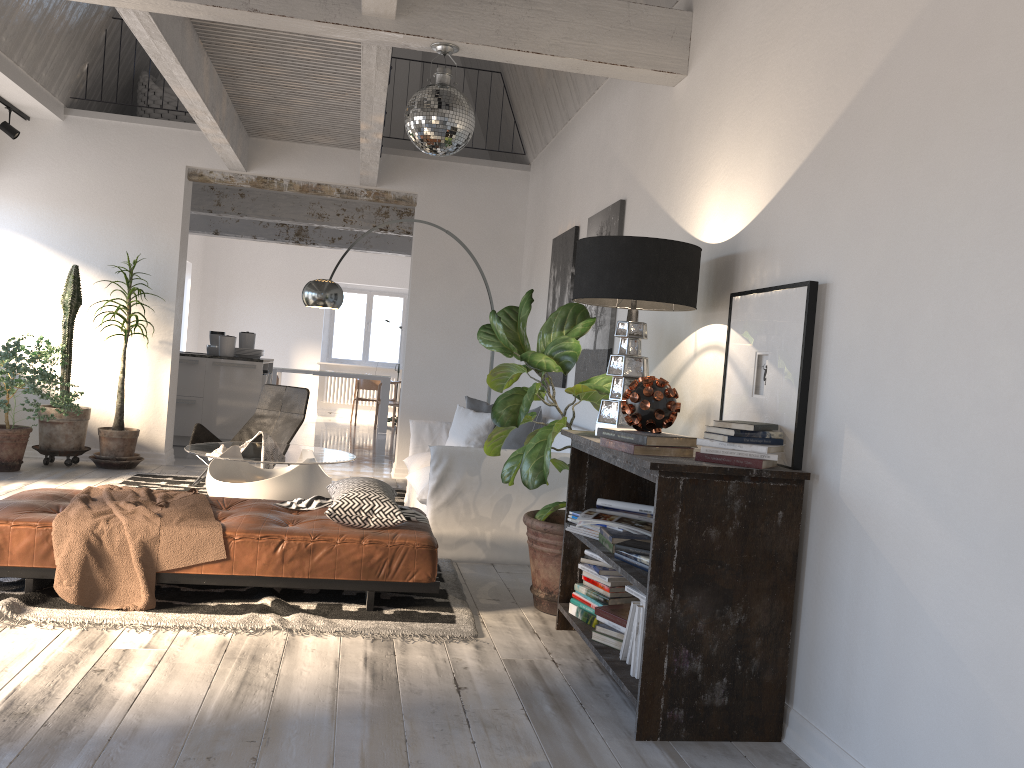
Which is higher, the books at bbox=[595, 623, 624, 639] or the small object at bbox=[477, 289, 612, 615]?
the small object at bbox=[477, 289, 612, 615]

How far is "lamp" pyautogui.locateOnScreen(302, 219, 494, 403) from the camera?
6.7m

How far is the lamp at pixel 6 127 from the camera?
7.33m

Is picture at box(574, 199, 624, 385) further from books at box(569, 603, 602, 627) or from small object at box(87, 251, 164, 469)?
small object at box(87, 251, 164, 469)

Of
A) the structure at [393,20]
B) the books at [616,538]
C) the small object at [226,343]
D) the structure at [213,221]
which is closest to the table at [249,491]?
the structure at [393,20]

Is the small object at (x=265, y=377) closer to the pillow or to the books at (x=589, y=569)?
the pillow

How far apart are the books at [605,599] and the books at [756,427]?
1.0m

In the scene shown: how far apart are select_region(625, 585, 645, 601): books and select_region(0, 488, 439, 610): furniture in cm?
111

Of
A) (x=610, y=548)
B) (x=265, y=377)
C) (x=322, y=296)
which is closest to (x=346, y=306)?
(x=265, y=377)

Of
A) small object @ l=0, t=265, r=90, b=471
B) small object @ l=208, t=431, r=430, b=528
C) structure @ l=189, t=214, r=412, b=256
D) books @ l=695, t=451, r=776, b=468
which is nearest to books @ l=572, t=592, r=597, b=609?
small object @ l=208, t=431, r=430, b=528
